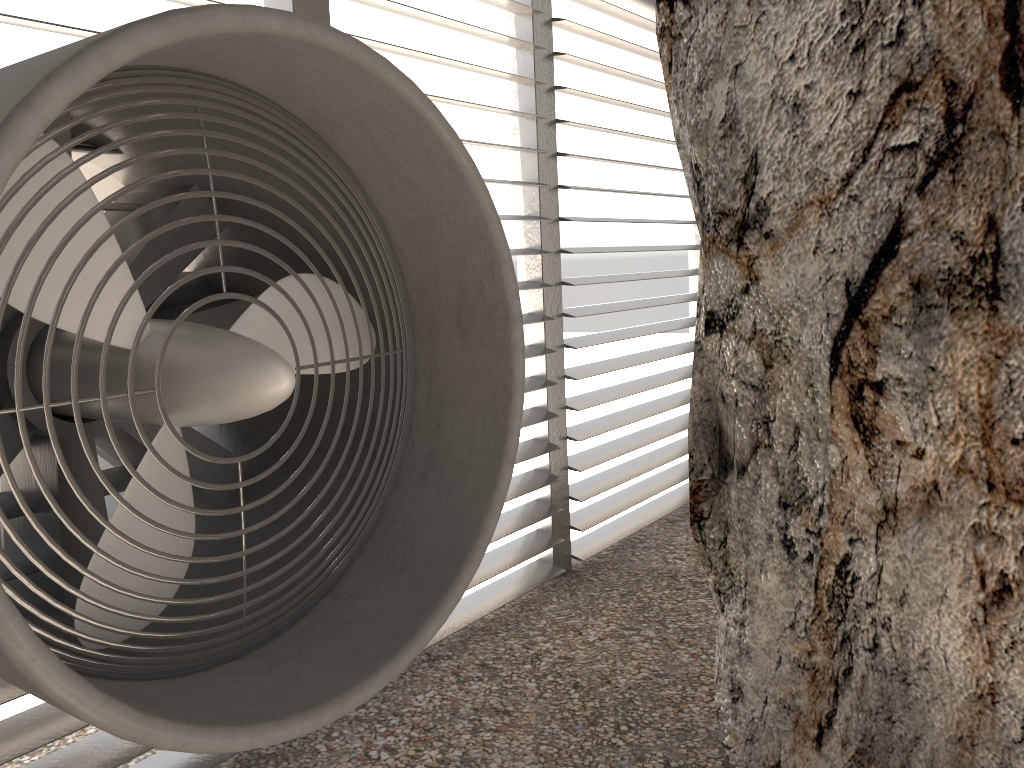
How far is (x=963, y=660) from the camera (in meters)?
2.44

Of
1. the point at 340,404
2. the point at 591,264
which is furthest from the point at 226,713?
the point at 591,264
